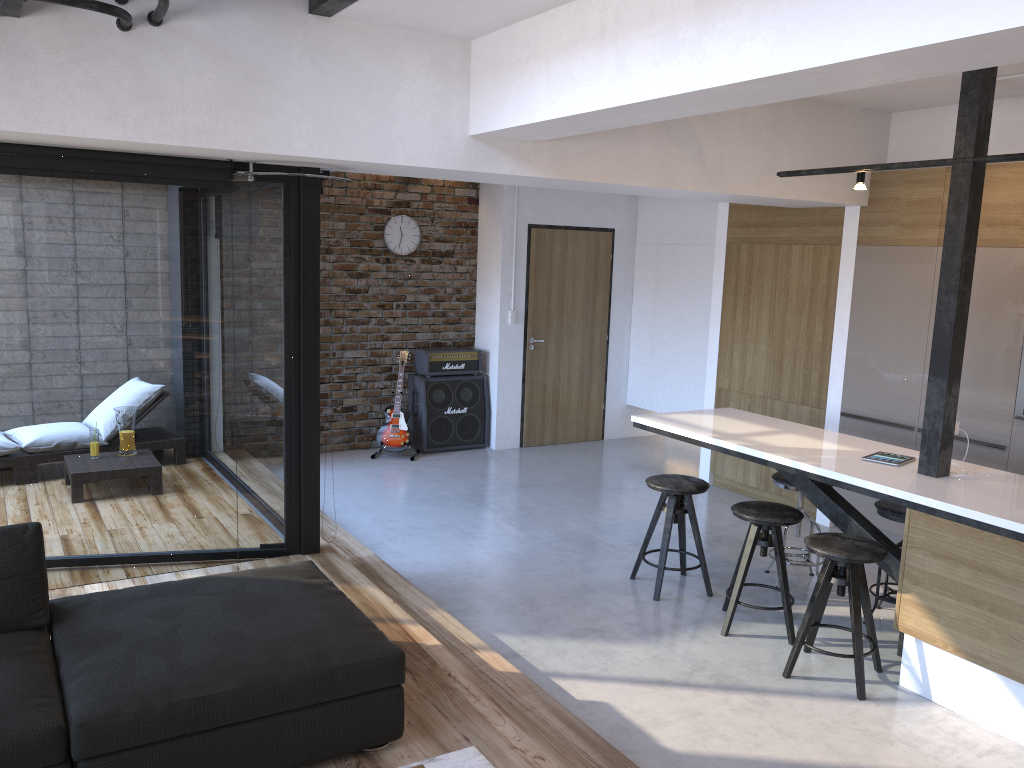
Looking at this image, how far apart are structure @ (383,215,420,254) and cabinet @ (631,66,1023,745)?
2.8m

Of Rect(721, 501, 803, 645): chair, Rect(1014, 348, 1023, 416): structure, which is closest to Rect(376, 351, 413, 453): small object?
Rect(721, 501, 803, 645): chair

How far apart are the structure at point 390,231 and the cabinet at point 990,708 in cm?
284

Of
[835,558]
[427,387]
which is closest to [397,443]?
[427,387]

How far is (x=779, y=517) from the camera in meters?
4.3 m

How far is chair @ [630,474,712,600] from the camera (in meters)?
4.83

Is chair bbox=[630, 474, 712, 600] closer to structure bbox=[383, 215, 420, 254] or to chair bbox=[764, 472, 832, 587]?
chair bbox=[764, 472, 832, 587]

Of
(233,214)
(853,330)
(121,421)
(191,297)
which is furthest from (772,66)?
(853,330)

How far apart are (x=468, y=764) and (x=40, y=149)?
3.09m

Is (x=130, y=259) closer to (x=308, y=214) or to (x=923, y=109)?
(x=308, y=214)
